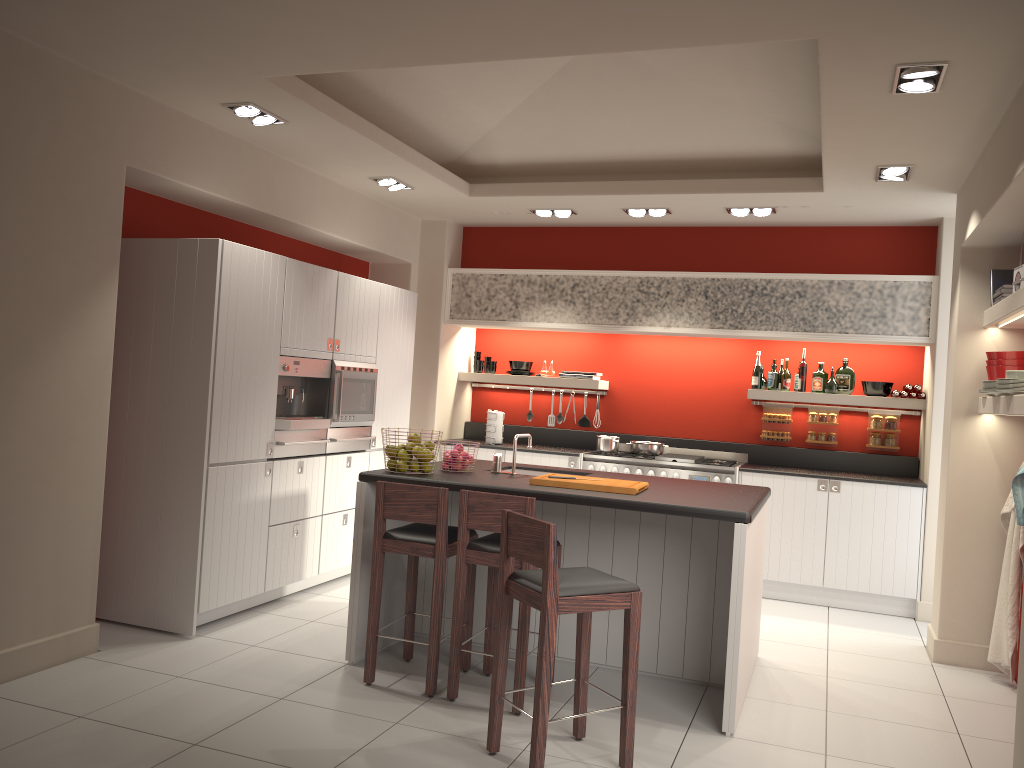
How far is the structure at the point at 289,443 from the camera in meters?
5.7

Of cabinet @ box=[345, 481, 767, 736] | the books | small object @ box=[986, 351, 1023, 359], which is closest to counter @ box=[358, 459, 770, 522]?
cabinet @ box=[345, 481, 767, 736]

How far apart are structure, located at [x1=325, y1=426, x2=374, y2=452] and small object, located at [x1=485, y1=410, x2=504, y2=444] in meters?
1.5 m

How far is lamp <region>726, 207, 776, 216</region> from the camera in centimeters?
677cm

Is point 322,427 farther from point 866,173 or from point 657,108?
point 866,173

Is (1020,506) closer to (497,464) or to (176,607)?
(497,464)

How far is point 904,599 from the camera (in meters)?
6.67

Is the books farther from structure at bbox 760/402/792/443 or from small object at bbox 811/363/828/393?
structure at bbox 760/402/792/443

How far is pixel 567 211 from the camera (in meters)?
7.31

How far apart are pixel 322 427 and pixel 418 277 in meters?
2.4
